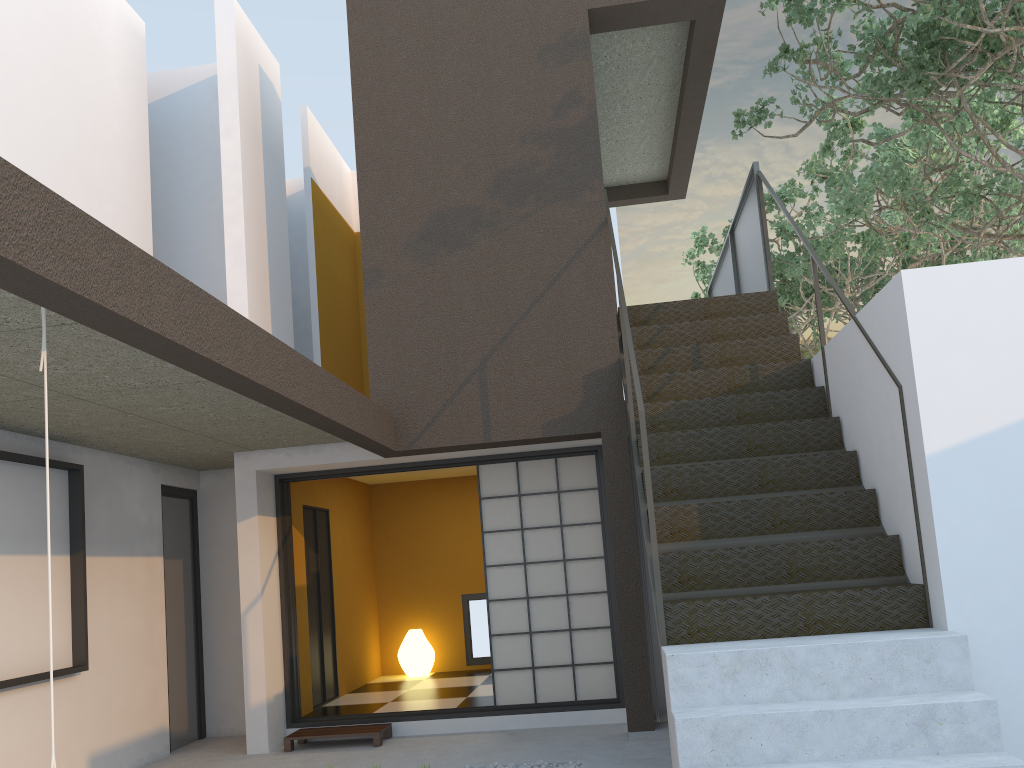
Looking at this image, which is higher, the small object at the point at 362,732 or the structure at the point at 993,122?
the structure at the point at 993,122

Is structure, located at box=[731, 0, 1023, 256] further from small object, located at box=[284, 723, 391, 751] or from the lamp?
the lamp

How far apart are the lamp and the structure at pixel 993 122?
6.25m

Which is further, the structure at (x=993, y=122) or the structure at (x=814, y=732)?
the structure at (x=993, y=122)

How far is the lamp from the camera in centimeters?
883cm

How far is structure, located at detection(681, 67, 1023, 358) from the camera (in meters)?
9.37

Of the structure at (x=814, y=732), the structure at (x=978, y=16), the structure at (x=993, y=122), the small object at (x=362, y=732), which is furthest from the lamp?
the structure at (x=993, y=122)

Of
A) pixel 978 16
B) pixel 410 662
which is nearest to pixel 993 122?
pixel 978 16

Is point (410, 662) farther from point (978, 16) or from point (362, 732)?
point (978, 16)

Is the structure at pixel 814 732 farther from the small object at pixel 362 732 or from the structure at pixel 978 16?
the small object at pixel 362 732
